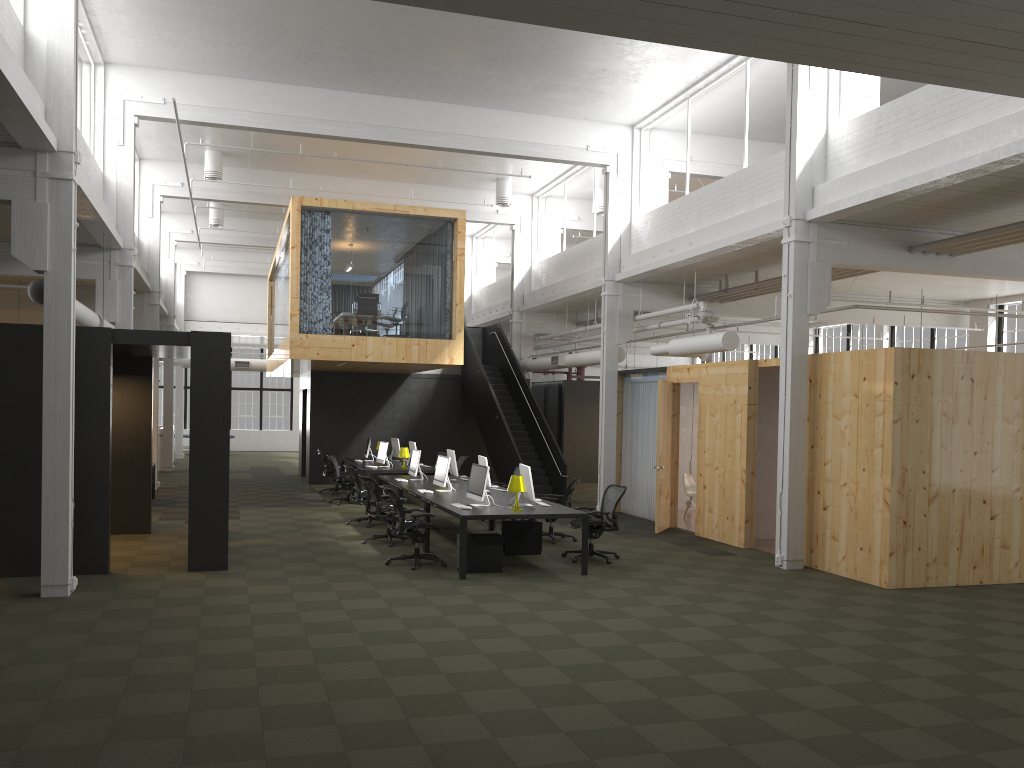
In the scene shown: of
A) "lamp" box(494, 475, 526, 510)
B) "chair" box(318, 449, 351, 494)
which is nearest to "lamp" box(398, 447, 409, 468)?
"chair" box(318, 449, 351, 494)

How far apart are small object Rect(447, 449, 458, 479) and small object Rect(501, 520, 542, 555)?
3.1m

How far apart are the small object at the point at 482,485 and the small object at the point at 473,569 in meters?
0.5 m

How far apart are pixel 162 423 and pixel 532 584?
30.59m

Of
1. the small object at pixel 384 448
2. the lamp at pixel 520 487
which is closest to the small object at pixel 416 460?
the small object at pixel 384 448

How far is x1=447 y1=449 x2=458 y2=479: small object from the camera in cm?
1511

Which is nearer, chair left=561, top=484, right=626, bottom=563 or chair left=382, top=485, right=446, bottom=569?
chair left=382, top=485, right=446, bottom=569

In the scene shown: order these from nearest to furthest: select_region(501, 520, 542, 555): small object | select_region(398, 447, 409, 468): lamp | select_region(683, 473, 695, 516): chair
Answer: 1. select_region(501, 520, 542, 555): small object
2. select_region(683, 473, 695, 516): chair
3. select_region(398, 447, 409, 468): lamp

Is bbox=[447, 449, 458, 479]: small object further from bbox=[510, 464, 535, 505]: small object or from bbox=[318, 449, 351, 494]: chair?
bbox=[318, 449, 351, 494]: chair

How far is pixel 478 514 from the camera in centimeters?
1039cm
